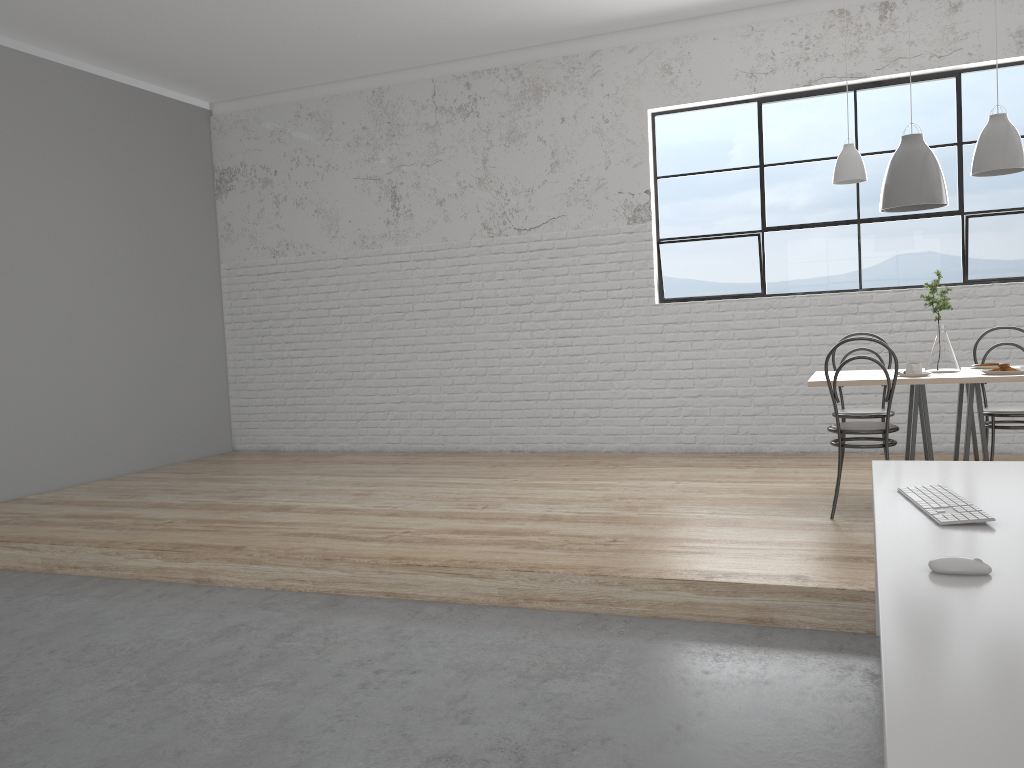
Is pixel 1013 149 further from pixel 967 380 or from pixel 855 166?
pixel 967 380

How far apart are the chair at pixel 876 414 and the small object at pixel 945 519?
1.9m

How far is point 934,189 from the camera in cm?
357

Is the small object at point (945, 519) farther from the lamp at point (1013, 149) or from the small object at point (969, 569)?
the lamp at point (1013, 149)

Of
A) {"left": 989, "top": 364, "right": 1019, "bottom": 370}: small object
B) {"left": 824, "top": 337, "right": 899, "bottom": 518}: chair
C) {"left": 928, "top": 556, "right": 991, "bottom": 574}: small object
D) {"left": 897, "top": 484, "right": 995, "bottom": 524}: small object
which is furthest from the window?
{"left": 928, "top": 556, "right": 991, "bottom": 574}: small object

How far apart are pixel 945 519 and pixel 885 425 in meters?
1.7 m

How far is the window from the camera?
4.7 meters

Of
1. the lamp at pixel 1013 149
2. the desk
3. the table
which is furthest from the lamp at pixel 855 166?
the desk

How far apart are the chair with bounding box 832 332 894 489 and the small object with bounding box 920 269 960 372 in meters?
0.3 m

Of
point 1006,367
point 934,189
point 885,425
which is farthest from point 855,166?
point 885,425
